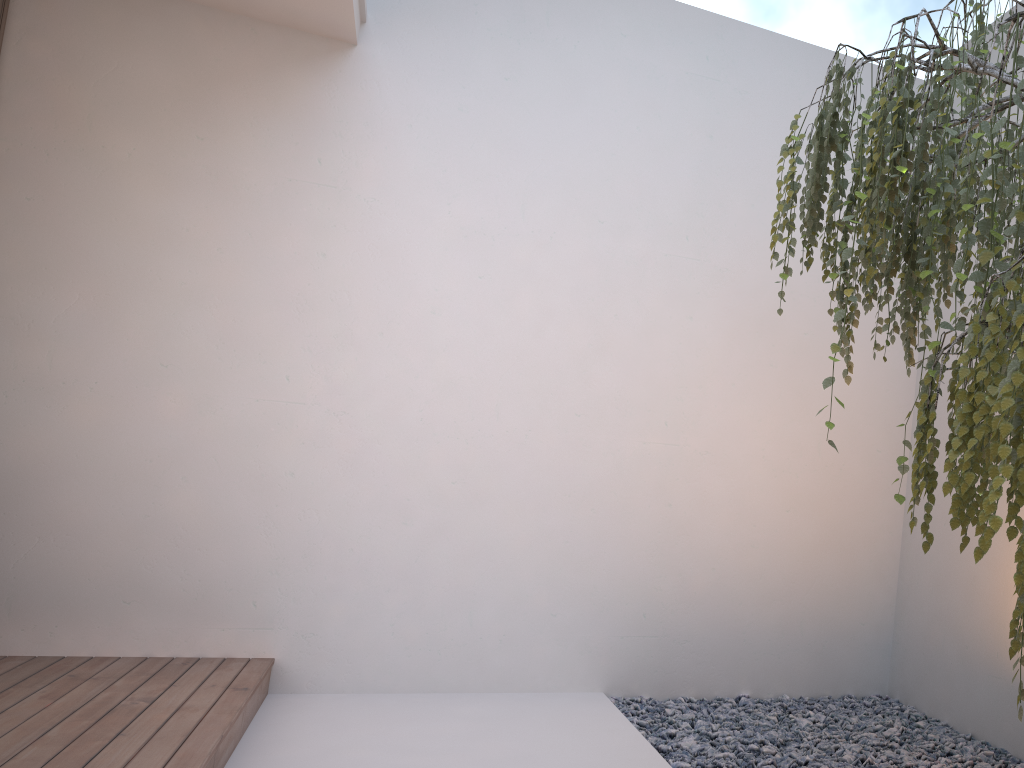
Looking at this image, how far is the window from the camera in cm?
346

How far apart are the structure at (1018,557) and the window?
3.13m

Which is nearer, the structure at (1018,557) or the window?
the structure at (1018,557)

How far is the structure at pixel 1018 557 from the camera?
1.2m

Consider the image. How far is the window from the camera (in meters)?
3.46

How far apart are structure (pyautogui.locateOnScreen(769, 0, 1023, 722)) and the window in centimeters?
313cm

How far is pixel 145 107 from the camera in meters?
3.6

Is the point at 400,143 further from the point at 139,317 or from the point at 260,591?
the point at 260,591

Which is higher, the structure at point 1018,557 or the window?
the window
